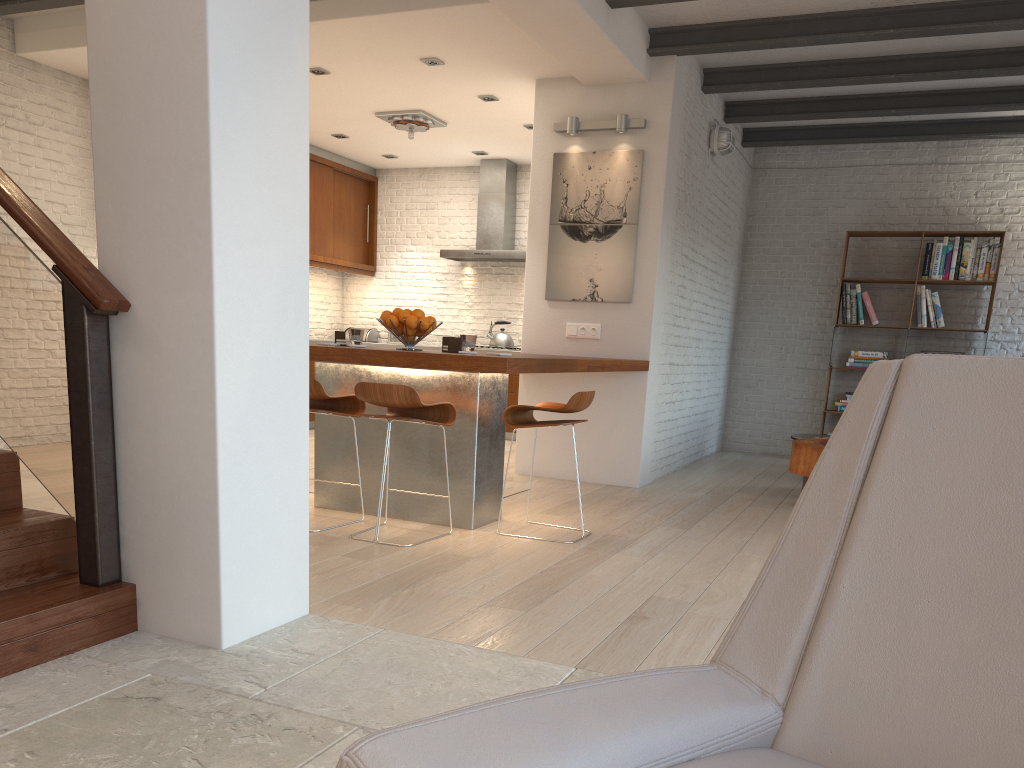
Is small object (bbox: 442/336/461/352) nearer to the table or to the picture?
the picture

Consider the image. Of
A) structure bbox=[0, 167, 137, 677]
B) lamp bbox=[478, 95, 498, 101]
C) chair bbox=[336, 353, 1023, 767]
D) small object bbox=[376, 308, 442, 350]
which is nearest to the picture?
lamp bbox=[478, 95, 498, 101]

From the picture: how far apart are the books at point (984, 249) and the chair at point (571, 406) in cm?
541

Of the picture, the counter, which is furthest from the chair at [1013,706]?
the picture

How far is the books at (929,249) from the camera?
8.3 meters

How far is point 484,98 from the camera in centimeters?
714cm

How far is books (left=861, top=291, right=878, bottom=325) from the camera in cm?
851

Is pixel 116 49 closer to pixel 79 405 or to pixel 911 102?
pixel 79 405

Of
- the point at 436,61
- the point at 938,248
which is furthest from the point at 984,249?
the point at 436,61

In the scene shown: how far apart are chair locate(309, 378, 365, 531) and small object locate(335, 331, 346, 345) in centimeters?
47cm
